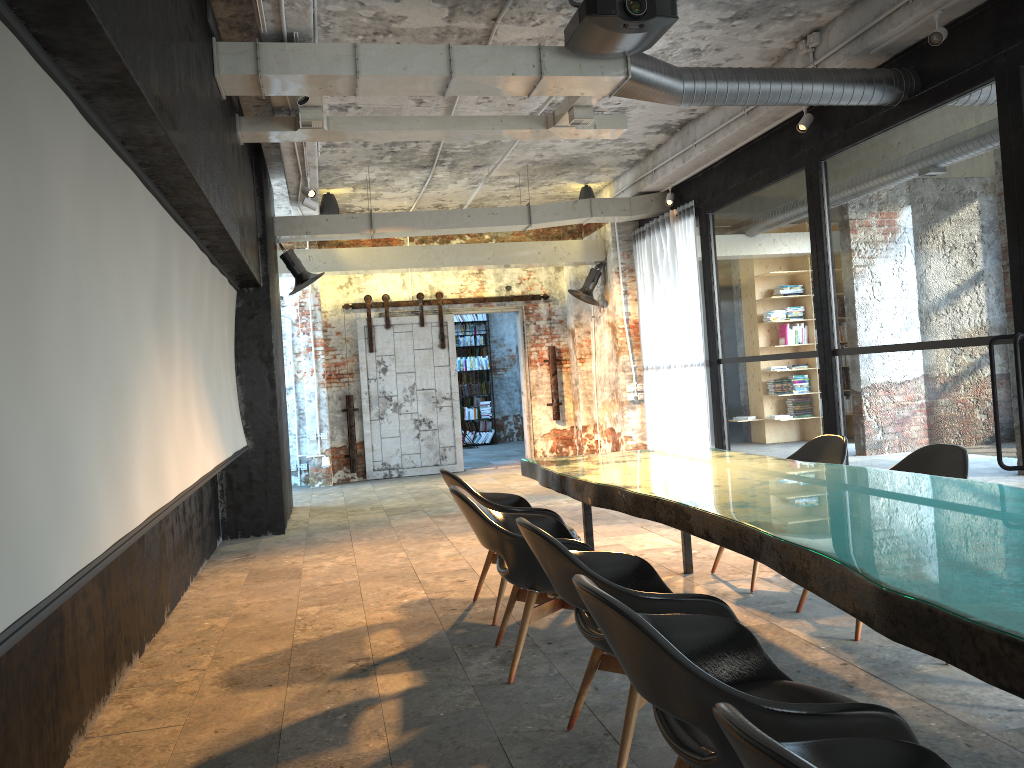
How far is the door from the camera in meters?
13.0

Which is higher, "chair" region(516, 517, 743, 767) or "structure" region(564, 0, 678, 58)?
"structure" region(564, 0, 678, 58)

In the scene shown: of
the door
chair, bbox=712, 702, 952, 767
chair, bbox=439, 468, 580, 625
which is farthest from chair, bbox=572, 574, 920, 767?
the door

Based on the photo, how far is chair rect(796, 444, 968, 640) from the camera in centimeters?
439cm

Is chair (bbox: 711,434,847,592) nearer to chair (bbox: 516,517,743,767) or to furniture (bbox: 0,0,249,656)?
chair (bbox: 516,517,743,767)

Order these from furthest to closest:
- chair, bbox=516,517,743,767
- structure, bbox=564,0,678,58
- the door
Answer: the door
structure, bbox=564,0,678,58
chair, bbox=516,517,743,767

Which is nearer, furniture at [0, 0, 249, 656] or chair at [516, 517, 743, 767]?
furniture at [0, 0, 249, 656]

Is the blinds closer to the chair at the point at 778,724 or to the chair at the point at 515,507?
the chair at the point at 515,507

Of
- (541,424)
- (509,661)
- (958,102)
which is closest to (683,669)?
(509,661)

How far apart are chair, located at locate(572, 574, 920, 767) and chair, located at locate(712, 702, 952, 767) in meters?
0.2 m
